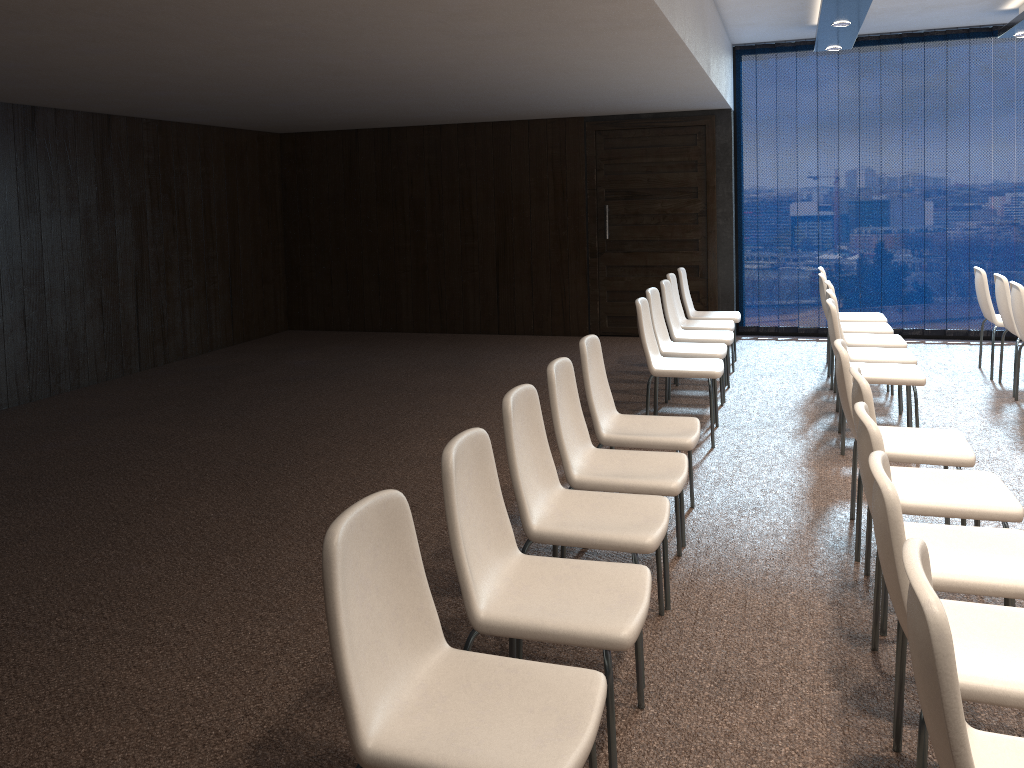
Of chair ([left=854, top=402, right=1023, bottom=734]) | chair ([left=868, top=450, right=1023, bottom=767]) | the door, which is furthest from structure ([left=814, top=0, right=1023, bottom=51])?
chair ([left=868, top=450, right=1023, bottom=767])

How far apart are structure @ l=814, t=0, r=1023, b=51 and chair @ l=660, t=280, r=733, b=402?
2.2 meters

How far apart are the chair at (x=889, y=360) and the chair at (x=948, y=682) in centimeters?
421cm

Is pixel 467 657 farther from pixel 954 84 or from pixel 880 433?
pixel 954 84

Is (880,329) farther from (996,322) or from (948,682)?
(948,682)

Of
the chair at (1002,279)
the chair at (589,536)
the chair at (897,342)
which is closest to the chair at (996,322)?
the chair at (1002,279)

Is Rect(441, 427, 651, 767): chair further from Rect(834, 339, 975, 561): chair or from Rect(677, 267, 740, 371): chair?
Rect(677, 267, 740, 371): chair

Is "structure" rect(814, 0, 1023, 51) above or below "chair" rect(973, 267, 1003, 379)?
above

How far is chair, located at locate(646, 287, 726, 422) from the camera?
6.1 meters

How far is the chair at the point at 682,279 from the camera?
7.82m
